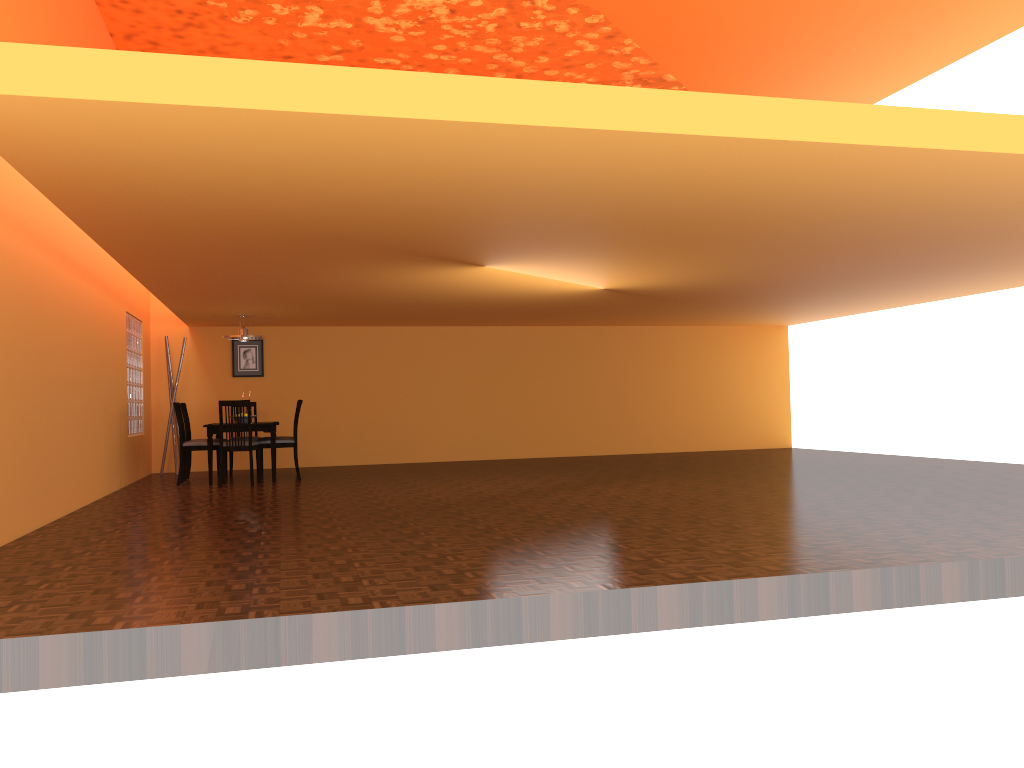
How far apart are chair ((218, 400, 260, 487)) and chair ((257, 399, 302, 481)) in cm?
21

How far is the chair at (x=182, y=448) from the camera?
8.5m

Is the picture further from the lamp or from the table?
the lamp

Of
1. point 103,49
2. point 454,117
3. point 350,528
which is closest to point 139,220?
point 103,49

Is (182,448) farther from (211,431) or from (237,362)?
(237,362)

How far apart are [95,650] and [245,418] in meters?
6.3

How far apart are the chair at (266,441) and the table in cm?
18

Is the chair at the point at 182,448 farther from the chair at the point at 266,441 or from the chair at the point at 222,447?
the chair at the point at 266,441

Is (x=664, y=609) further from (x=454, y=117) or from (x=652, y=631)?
(x=454, y=117)

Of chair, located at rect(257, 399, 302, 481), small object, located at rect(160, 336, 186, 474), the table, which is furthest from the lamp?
small object, located at rect(160, 336, 186, 474)
